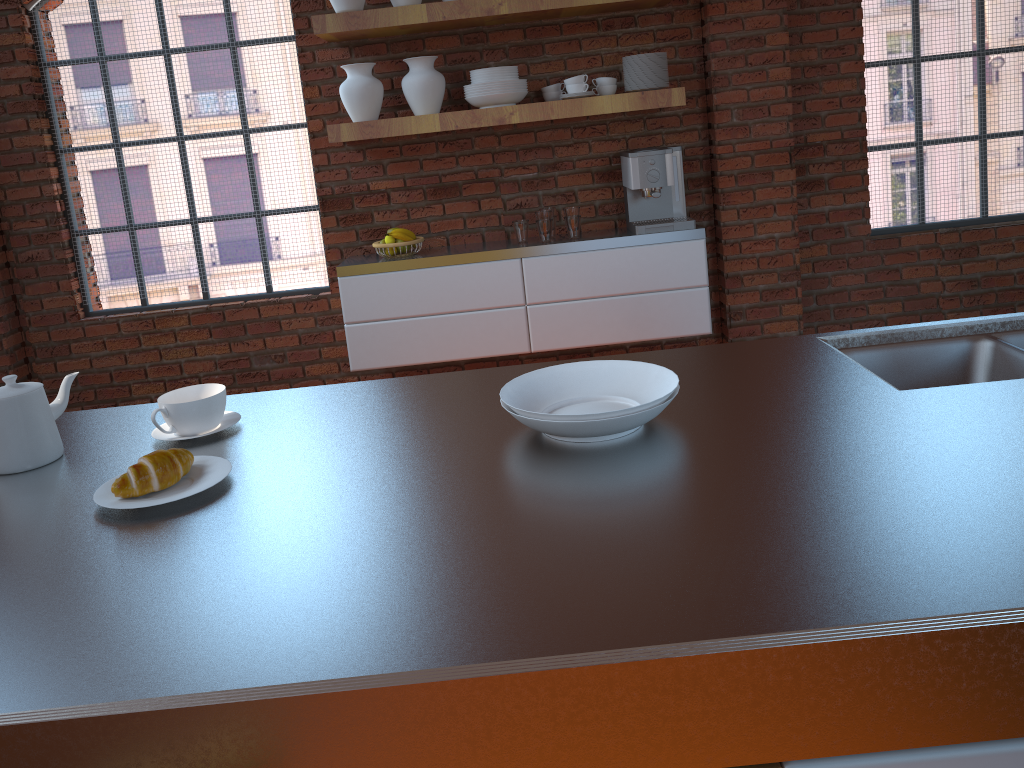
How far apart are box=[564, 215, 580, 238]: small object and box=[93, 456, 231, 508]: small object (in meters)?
2.68

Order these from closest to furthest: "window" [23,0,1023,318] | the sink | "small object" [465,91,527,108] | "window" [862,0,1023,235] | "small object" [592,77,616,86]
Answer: the sink → "small object" [465,91,527,108] → "small object" [592,77,616,86] → "window" [23,0,1023,318] → "window" [862,0,1023,235]

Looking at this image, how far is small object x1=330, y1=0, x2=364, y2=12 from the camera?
3.55m

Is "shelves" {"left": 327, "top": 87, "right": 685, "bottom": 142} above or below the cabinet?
above

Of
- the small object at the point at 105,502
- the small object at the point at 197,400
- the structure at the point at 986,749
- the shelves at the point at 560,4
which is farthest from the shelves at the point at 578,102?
the structure at the point at 986,749

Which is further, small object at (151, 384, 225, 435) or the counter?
small object at (151, 384, 225, 435)

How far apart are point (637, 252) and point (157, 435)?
2.62m

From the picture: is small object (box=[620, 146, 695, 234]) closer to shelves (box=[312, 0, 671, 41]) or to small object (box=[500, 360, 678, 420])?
shelves (box=[312, 0, 671, 41])

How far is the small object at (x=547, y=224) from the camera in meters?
3.8 m

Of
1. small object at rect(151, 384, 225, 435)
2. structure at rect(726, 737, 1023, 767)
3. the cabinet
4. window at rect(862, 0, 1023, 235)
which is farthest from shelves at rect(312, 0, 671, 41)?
structure at rect(726, 737, 1023, 767)
